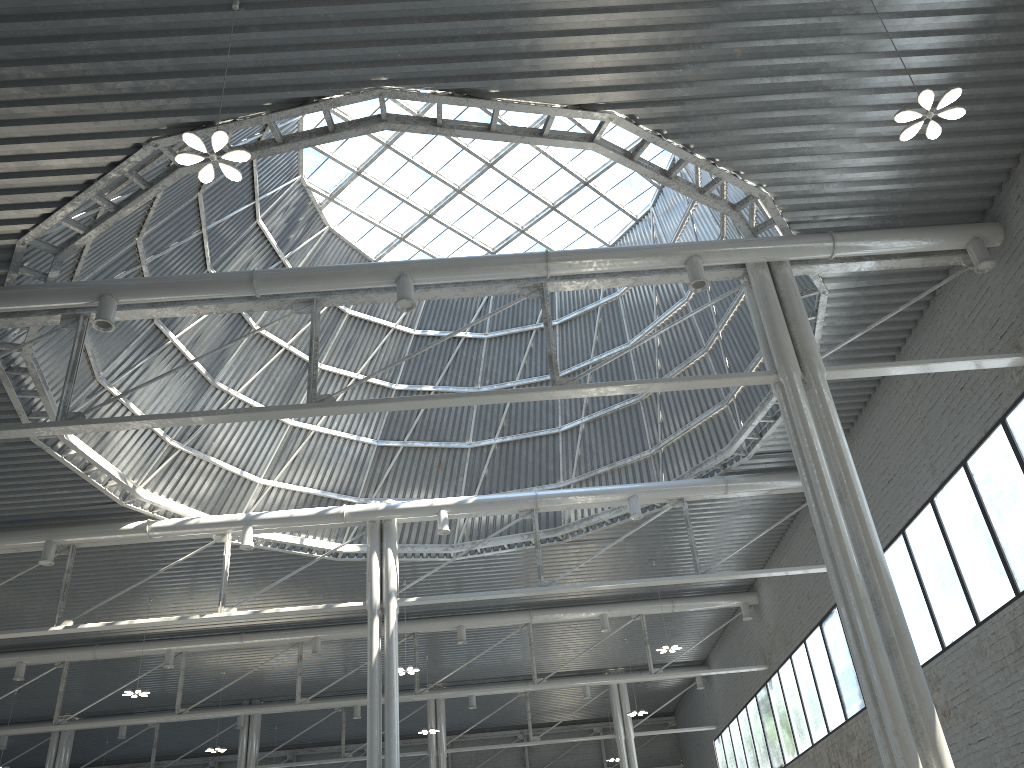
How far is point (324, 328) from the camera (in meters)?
36.01
